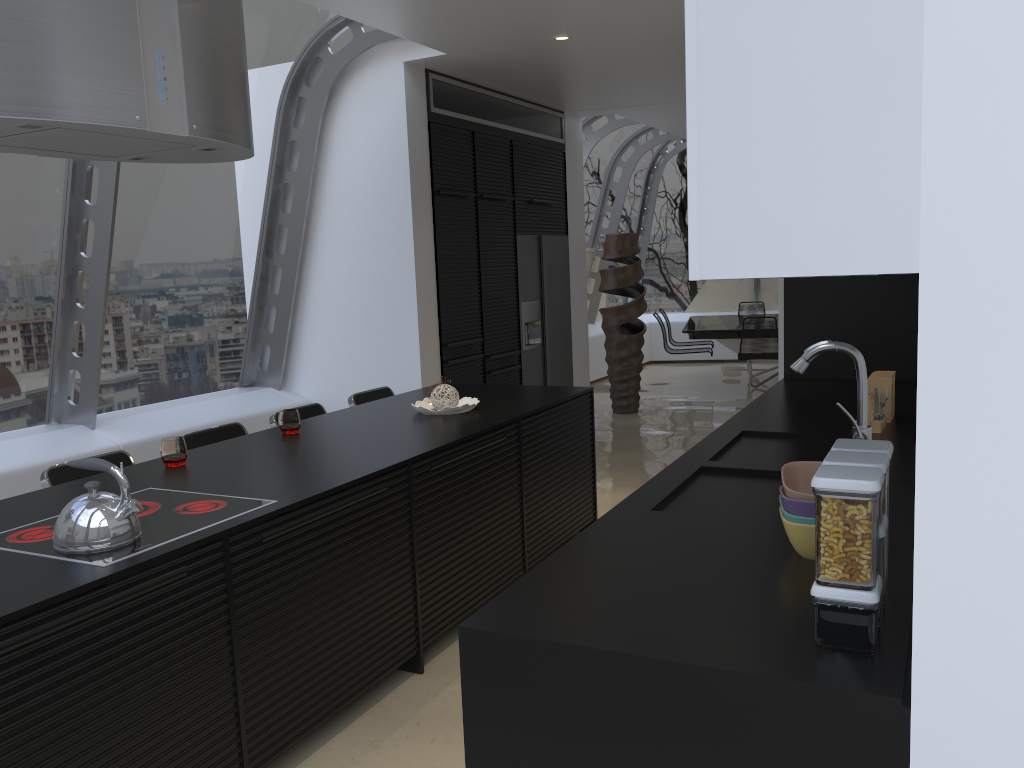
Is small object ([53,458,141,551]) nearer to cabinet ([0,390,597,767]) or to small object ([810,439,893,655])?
cabinet ([0,390,597,767])

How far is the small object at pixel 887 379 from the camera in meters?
3.6

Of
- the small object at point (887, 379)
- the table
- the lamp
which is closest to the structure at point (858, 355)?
the small object at point (887, 379)

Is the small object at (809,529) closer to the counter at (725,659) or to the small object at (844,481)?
the counter at (725,659)

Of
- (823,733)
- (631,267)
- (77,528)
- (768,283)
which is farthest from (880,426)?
(768,283)

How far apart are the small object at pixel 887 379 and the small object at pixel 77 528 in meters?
2.8

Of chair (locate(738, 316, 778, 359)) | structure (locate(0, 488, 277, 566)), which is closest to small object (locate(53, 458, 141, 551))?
structure (locate(0, 488, 277, 566))

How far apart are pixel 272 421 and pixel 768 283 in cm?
1004

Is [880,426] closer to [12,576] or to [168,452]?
[168,452]

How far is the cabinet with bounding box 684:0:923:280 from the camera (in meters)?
1.29
